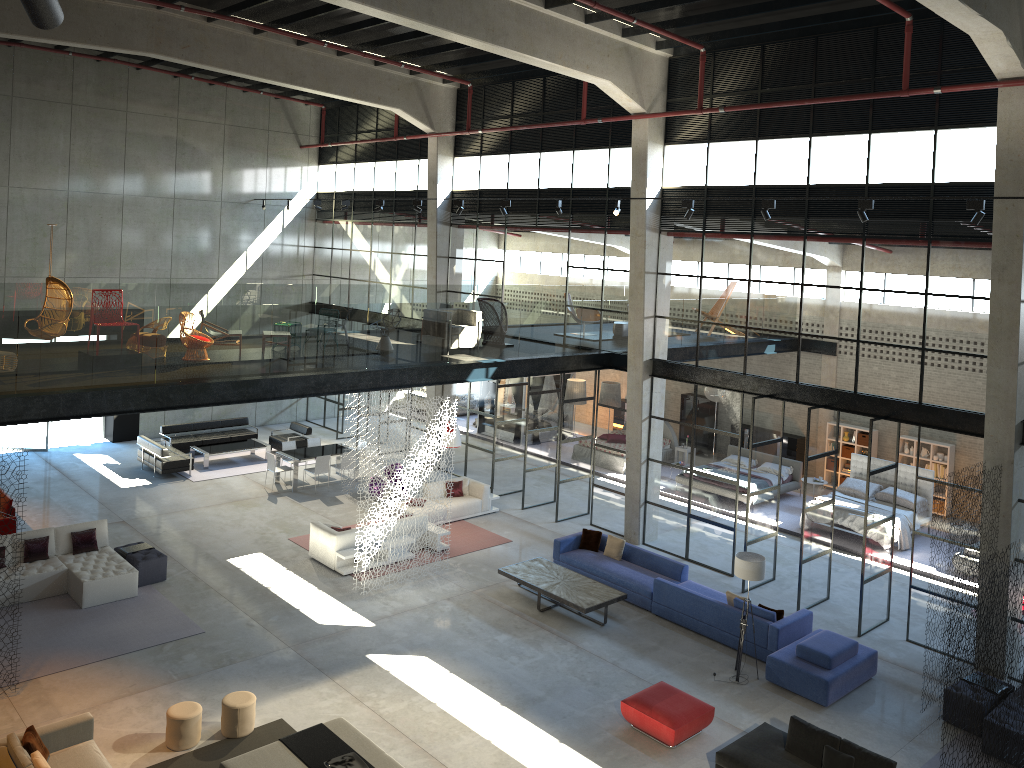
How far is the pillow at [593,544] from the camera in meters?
17.0

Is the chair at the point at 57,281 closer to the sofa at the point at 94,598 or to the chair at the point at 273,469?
the sofa at the point at 94,598

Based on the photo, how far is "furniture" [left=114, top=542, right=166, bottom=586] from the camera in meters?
15.2 m

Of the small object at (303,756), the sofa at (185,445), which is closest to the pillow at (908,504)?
the small object at (303,756)

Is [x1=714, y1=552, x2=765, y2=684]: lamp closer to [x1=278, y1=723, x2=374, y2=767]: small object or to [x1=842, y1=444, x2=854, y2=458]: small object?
[x1=278, y1=723, x2=374, y2=767]: small object

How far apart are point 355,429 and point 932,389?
17.20m

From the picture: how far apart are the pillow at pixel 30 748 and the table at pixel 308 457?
11.39m

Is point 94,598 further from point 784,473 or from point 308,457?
point 784,473

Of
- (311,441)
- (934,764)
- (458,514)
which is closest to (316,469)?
(311,441)

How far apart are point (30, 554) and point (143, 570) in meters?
1.8 m
